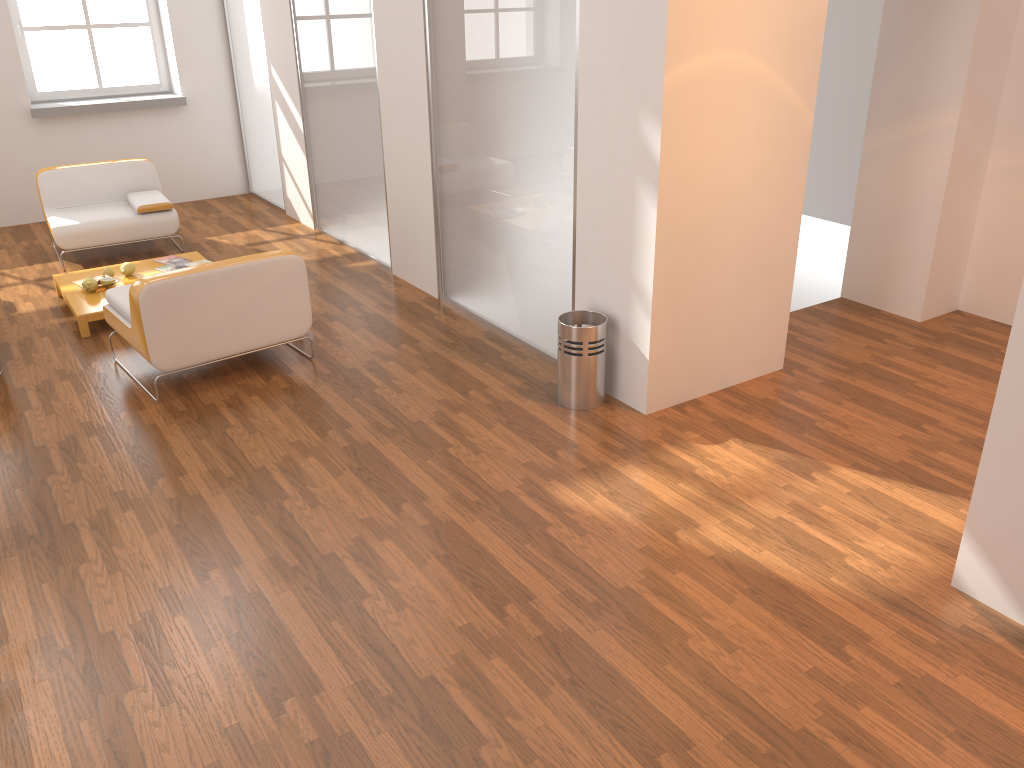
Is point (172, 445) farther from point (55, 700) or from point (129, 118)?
point (129, 118)

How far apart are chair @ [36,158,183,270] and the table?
0.6m

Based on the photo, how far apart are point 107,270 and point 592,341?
3.6m

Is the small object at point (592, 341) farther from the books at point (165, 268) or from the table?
the books at point (165, 268)

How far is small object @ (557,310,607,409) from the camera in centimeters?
434cm

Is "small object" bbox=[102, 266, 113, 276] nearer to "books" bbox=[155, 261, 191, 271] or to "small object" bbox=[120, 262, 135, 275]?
"small object" bbox=[120, 262, 135, 275]

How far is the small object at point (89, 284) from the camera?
5.8 meters

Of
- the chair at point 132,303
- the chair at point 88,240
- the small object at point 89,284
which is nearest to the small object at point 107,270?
the small object at point 89,284

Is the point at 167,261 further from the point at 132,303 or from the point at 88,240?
the point at 132,303

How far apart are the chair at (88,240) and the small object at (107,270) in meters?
0.9 m
